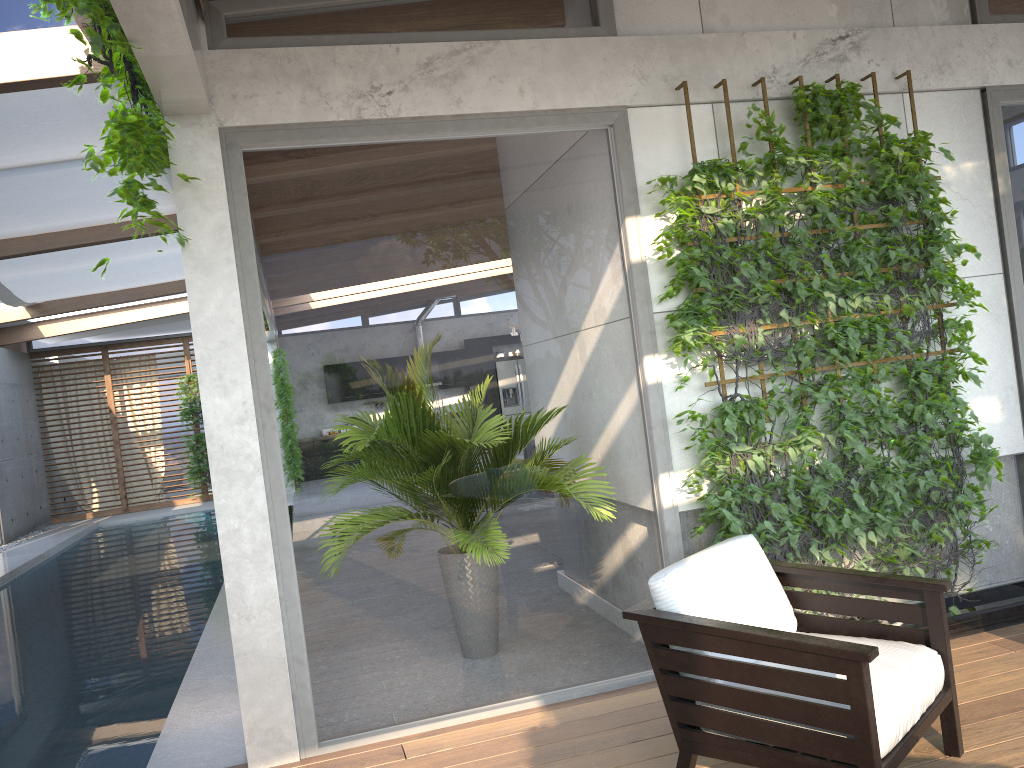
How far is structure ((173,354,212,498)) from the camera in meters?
16.2 m

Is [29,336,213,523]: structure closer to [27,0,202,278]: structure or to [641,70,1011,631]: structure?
[27,0,202,278]: structure

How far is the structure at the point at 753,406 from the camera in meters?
4.0

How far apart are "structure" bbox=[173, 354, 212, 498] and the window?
0.87m

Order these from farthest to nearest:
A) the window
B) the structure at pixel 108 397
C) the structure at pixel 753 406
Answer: the structure at pixel 108 397 → the structure at pixel 753 406 → the window

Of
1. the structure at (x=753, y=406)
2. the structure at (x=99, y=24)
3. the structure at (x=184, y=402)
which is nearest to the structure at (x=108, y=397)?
the structure at (x=184, y=402)

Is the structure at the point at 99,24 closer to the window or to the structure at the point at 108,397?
the window

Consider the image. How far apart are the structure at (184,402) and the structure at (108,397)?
0.4 meters

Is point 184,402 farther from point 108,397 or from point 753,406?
point 753,406

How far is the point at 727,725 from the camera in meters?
2.7
